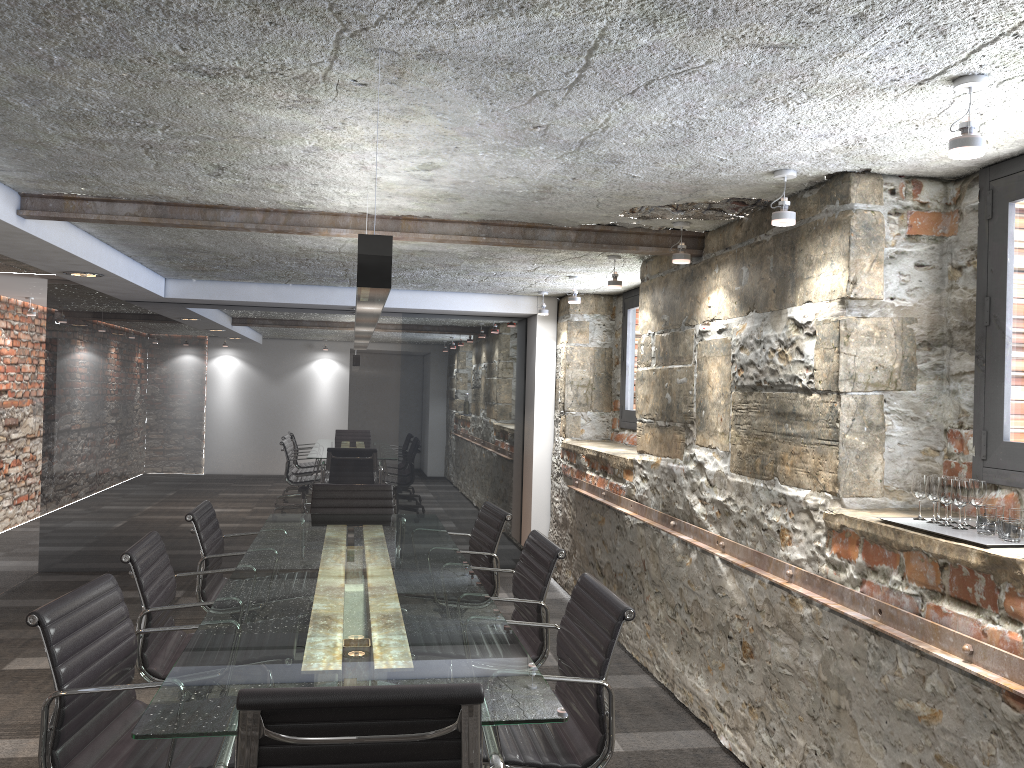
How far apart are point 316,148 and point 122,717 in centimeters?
178cm

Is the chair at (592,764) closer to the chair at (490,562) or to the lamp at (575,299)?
the chair at (490,562)

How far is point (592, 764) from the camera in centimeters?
238cm

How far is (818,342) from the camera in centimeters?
294cm

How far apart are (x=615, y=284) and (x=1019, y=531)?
2.8 meters

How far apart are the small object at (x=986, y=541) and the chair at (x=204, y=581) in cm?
277

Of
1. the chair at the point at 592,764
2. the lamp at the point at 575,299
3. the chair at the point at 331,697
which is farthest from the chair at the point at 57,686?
the lamp at the point at 575,299

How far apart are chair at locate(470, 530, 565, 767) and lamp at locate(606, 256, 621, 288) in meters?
1.6

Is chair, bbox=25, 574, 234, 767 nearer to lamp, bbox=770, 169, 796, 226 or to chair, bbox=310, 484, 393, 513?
lamp, bbox=770, 169, 796, 226

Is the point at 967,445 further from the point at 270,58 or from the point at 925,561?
the point at 270,58
